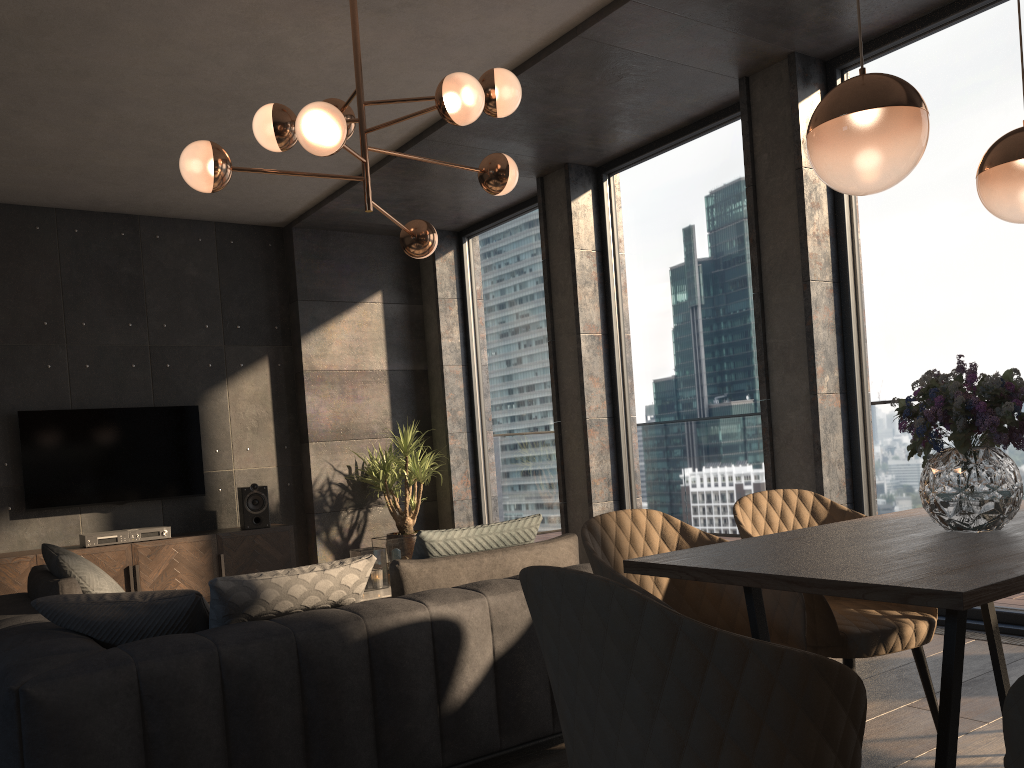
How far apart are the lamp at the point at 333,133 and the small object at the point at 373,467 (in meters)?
2.93

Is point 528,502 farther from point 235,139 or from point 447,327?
point 235,139

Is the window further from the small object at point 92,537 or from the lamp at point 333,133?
the small object at point 92,537

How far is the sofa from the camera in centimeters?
210cm

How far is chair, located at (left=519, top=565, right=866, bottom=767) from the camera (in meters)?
1.29

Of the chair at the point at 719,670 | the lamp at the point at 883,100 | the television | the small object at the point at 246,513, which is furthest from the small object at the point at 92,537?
the lamp at the point at 883,100

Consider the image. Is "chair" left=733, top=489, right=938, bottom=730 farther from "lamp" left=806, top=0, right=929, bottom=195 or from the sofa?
"lamp" left=806, top=0, right=929, bottom=195

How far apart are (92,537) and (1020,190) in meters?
6.0 m

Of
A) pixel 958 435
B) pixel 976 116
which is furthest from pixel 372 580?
pixel 976 116

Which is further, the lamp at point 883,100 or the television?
the television
